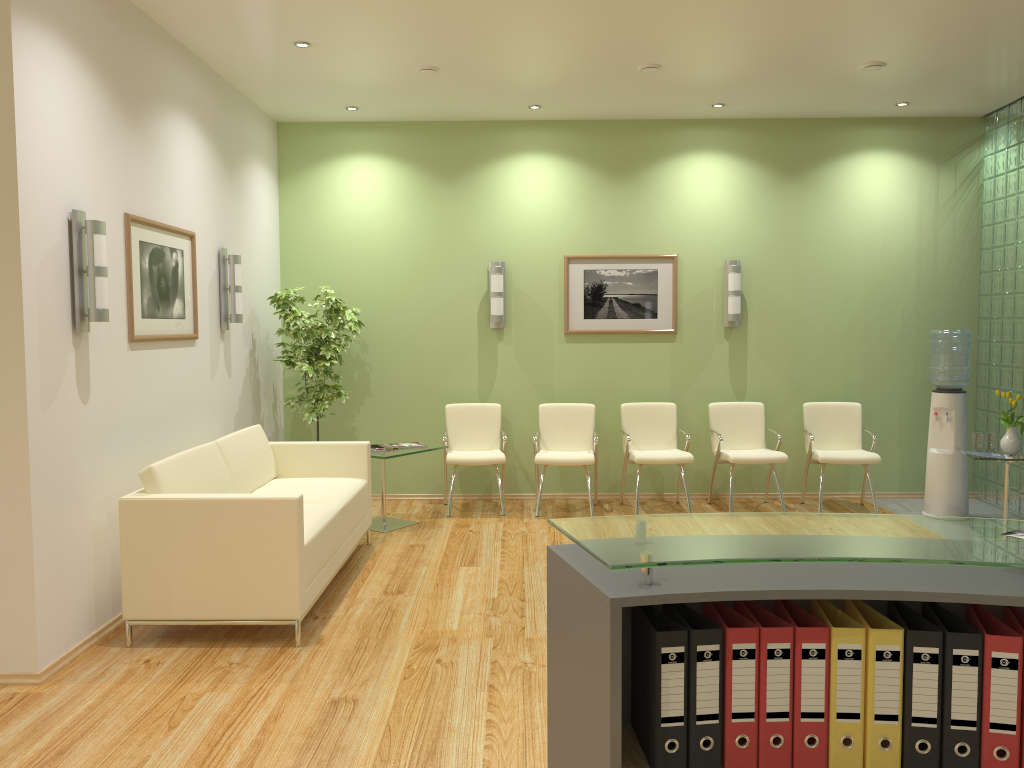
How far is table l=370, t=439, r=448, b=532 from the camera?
6.61m

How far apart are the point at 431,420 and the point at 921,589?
6.48m

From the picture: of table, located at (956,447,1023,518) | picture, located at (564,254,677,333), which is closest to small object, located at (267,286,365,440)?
picture, located at (564,254,677,333)

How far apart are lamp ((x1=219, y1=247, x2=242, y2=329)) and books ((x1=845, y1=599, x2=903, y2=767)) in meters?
5.2 m

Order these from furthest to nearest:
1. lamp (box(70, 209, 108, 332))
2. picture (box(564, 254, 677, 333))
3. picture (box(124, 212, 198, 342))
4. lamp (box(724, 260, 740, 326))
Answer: picture (box(564, 254, 677, 333))
lamp (box(724, 260, 740, 326))
picture (box(124, 212, 198, 342))
lamp (box(70, 209, 108, 332))

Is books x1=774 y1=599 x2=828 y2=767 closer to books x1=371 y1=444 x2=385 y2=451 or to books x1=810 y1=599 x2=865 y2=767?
books x1=810 y1=599 x2=865 y2=767

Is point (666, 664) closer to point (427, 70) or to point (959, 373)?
point (427, 70)

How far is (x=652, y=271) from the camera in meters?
7.8

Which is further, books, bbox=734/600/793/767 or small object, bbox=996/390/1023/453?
small object, bbox=996/390/1023/453

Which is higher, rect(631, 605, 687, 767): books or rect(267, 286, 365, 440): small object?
rect(267, 286, 365, 440): small object
